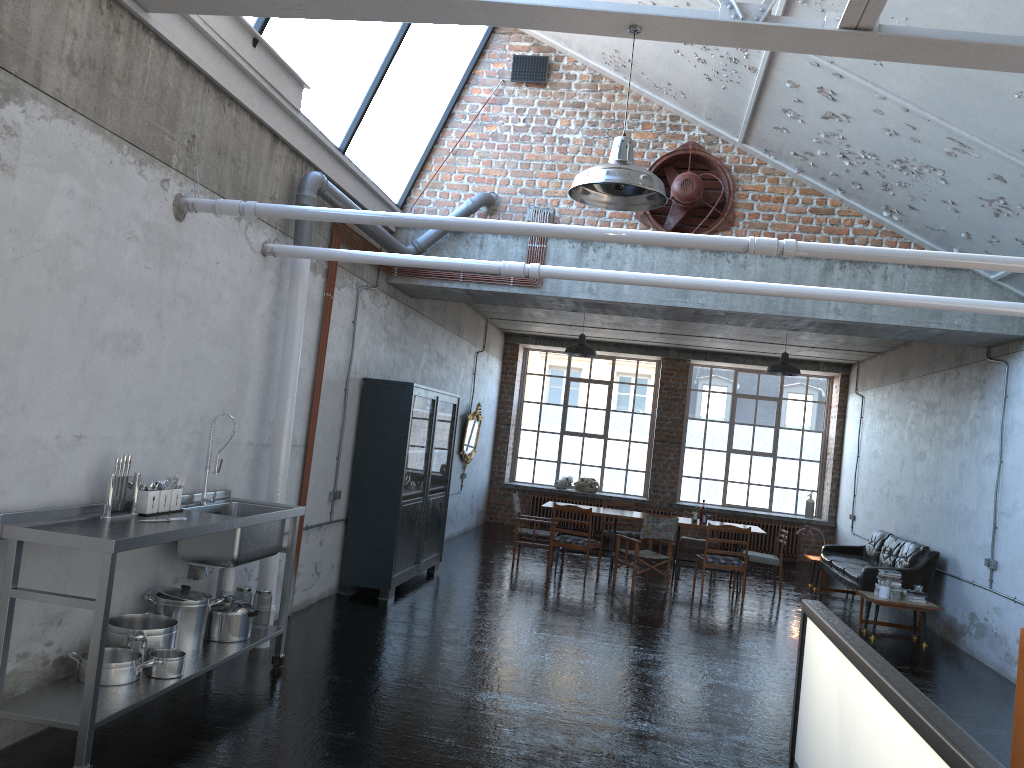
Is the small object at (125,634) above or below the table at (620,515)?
below

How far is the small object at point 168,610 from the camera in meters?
5.6

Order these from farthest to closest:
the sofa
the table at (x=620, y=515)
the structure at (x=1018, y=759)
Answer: the table at (x=620, y=515)
the sofa
the structure at (x=1018, y=759)

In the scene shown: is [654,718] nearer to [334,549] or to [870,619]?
[334,549]

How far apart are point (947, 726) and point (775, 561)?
9.3m

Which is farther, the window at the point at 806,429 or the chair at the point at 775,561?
the window at the point at 806,429

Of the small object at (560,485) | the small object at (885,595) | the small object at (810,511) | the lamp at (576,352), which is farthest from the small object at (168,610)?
the small object at (810,511)

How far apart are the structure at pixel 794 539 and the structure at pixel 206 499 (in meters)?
12.89

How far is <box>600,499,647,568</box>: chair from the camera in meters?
13.7

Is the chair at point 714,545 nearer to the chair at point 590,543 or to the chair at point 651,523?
the chair at point 651,523
